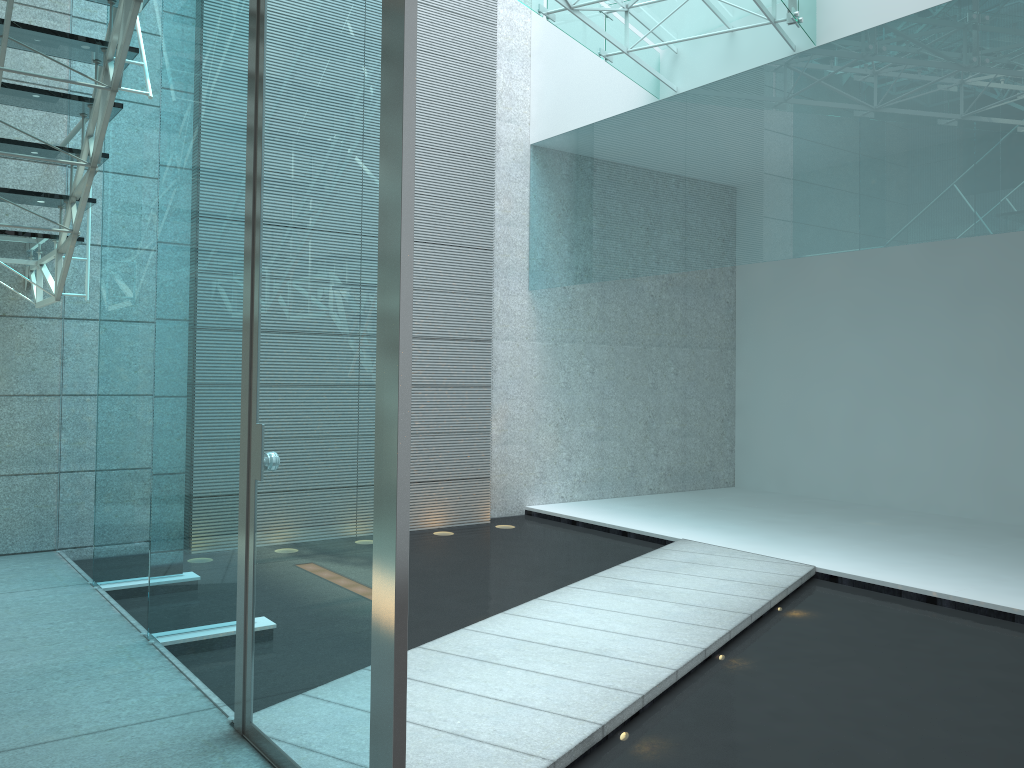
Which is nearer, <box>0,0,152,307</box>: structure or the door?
the door

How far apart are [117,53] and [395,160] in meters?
1.8

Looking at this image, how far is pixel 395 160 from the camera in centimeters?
167cm

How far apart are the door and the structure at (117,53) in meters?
0.7 m

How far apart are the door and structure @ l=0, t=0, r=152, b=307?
0.66m

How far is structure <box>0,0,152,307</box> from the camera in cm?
294

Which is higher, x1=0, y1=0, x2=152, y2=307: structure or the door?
x1=0, y1=0, x2=152, y2=307: structure

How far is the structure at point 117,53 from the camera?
2.9m

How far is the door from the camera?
1.67m
